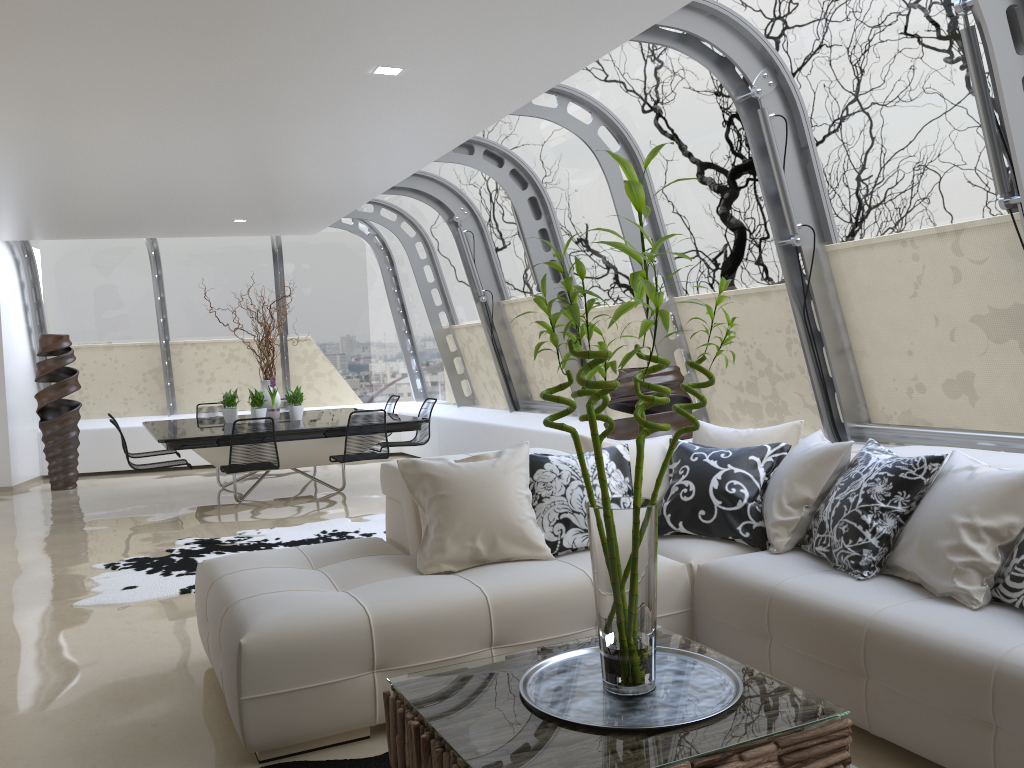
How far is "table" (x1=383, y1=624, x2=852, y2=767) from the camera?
2.11m

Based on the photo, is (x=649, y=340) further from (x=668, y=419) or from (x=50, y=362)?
(x=50, y=362)

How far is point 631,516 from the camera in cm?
238

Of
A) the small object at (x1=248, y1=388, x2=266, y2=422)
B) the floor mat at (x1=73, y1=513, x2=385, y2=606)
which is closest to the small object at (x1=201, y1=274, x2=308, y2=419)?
the small object at (x1=248, y1=388, x2=266, y2=422)

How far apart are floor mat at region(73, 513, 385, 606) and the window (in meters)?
2.09

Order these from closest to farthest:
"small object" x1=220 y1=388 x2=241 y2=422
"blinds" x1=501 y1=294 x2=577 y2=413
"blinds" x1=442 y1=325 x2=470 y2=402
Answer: "blinds" x1=501 y1=294 x2=577 y2=413 → "small object" x1=220 y1=388 x2=241 y2=422 → "blinds" x1=442 y1=325 x2=470 y2=402

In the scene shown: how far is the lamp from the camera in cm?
472

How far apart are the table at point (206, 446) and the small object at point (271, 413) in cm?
8

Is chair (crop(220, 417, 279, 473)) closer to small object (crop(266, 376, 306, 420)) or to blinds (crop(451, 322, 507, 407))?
small object (crop(266, 376, 306, 420))

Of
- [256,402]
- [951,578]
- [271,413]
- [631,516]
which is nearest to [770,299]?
[951,578]
